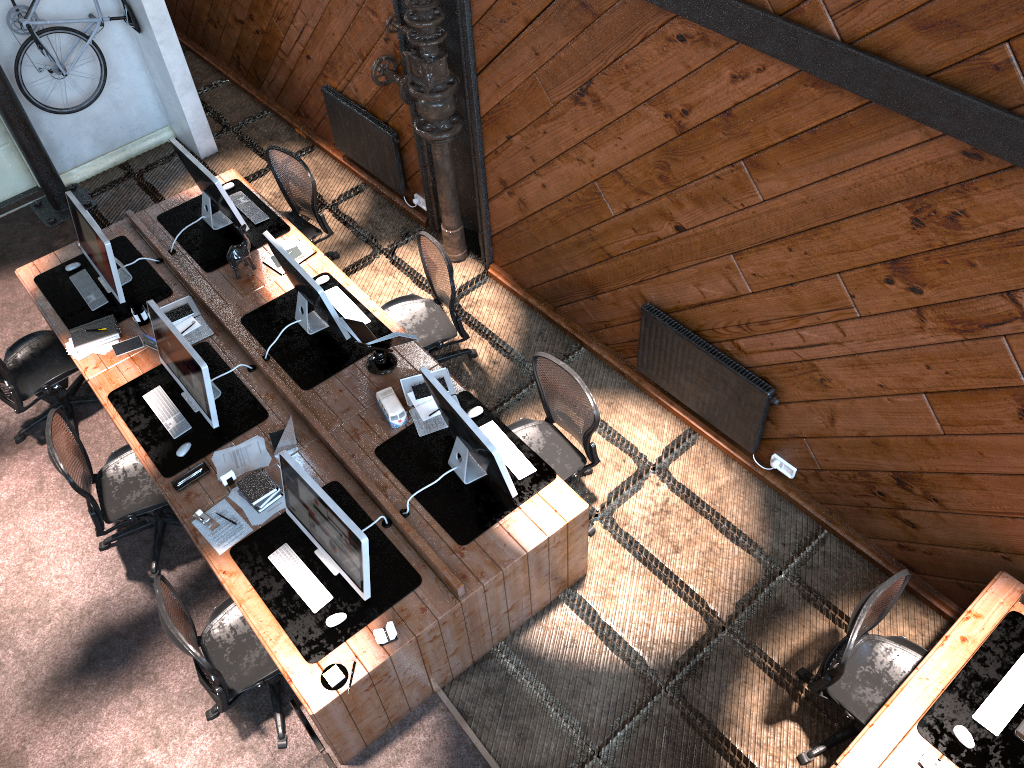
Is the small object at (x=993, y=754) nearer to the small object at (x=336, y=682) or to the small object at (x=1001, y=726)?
the small object at (x=1001, y=726)

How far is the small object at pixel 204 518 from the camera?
4.8 meters

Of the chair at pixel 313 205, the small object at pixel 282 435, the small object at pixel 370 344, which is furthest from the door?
the small object at pixel 282 435

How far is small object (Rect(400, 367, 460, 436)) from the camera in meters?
5.2

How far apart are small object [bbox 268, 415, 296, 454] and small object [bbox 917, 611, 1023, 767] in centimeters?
345cm

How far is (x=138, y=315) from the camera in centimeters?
577cm

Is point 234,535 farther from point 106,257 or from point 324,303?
point 106,257

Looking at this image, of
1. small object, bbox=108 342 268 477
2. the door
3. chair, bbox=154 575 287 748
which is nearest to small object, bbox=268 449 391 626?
chair, bbox=154 575 287 748

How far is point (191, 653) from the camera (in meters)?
3.99

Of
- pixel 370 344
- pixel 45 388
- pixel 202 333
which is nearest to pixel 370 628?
pixel 370 344
